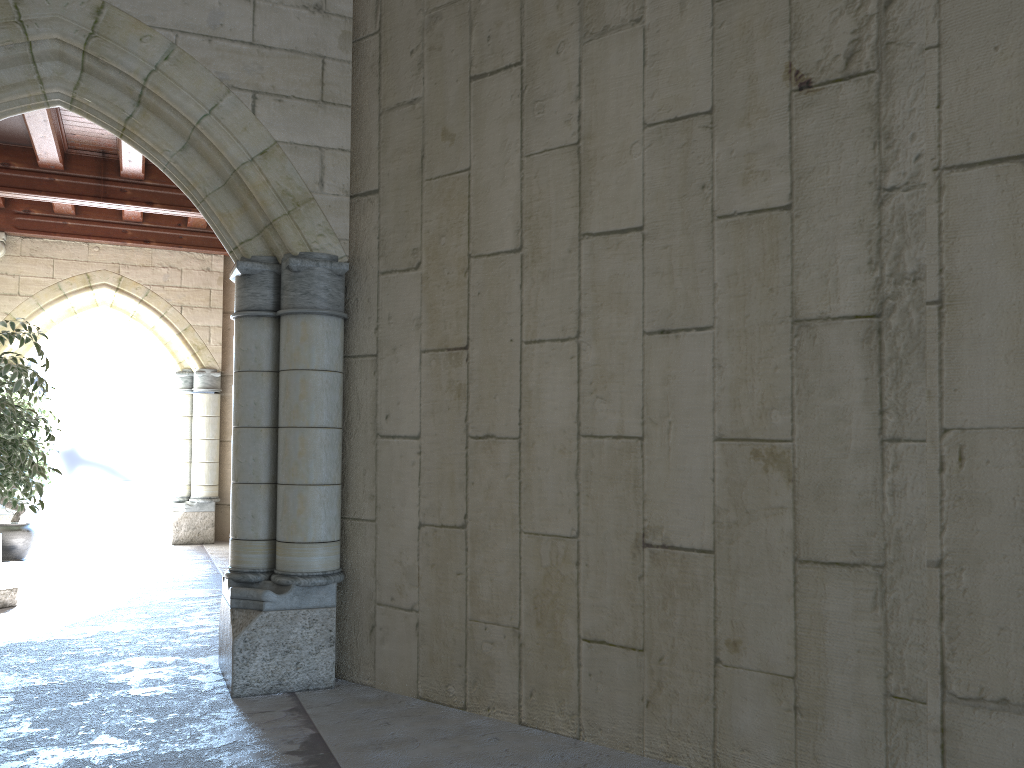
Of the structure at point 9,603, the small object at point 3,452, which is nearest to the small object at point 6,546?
the structure at point 9,603

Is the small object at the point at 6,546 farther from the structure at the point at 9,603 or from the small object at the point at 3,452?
the small object at the point at 3,452

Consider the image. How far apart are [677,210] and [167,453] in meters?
9.1 m

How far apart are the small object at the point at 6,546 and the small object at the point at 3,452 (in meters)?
2.70

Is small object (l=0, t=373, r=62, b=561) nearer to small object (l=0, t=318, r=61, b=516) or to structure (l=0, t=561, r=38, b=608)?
structure (l=0, t=561, r=38, b=608)

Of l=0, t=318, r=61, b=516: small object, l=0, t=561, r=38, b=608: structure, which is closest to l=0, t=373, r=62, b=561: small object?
l=0, t=561, r=38, b=608: structure

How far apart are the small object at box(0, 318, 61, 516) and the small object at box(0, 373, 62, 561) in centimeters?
270cm

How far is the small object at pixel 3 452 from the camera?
4.33m

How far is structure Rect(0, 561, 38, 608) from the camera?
5.27m

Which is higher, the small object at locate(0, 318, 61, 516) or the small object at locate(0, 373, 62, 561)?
the small object at locate(0, 318, 61, 516)
